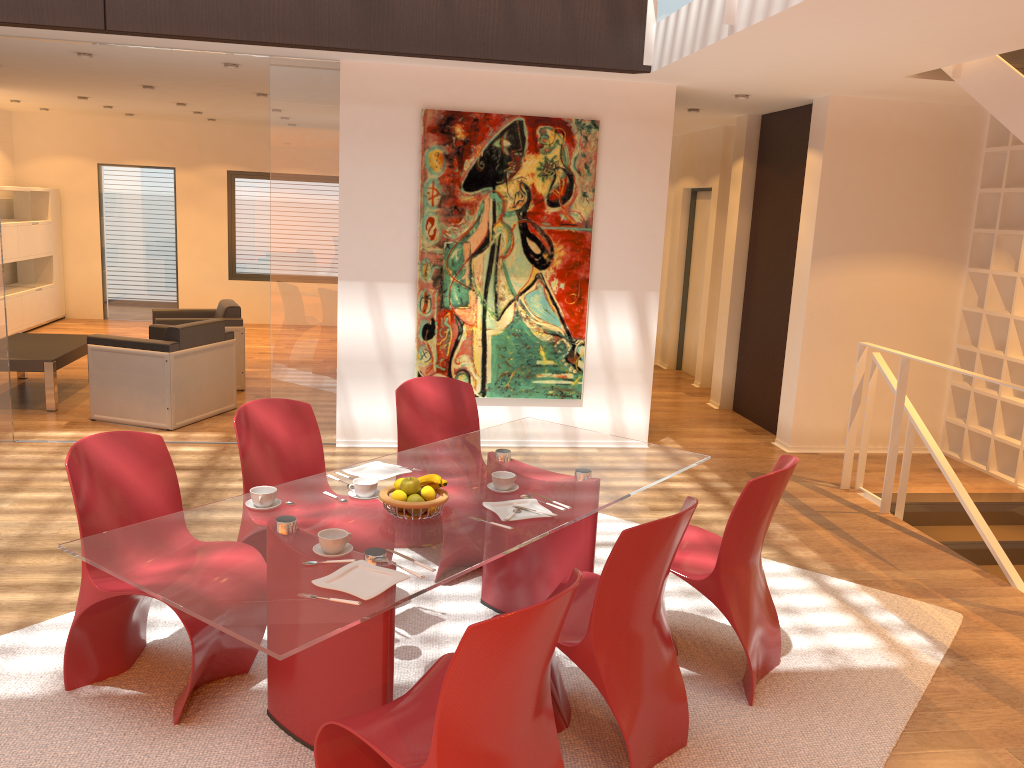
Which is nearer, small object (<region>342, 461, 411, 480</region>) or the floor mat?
the floor mat

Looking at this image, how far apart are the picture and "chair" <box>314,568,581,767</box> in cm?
401

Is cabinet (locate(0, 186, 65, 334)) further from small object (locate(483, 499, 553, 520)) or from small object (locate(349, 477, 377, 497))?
small object (locate(483, 499, 553, 520))

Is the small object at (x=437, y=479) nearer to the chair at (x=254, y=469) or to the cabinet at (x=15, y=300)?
the chair at (x=254, y=469)

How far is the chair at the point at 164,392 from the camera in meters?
6.7

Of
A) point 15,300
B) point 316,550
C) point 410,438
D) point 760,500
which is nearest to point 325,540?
point 316,550

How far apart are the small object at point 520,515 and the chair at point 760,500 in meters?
0.6 m

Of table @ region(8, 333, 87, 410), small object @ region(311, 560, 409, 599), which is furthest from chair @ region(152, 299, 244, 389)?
small object @ region(311, 560, 409, 599)

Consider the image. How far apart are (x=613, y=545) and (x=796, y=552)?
1.0m

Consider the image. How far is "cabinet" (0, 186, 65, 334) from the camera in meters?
10.4 m
